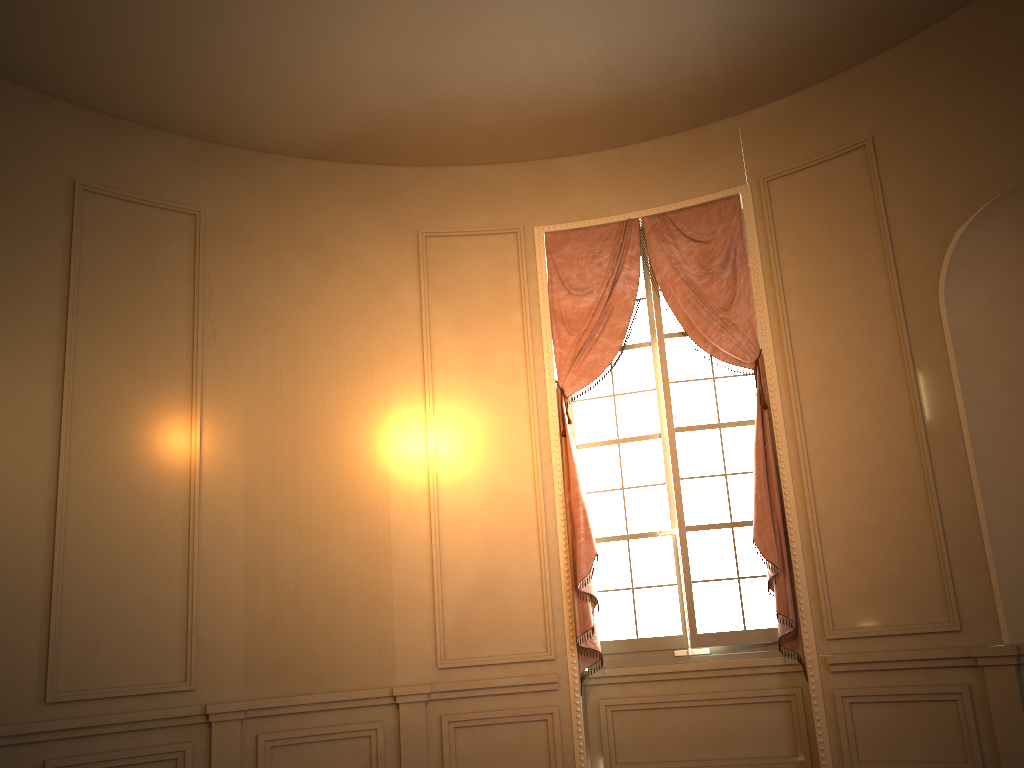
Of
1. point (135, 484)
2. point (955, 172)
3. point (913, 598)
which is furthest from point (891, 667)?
point (135, 484)

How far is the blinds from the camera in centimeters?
511cm

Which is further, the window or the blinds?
the window

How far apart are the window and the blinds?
0.1m

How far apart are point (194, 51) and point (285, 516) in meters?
2.6 m

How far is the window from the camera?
5.29m

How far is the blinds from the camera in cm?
511

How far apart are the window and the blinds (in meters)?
0.09

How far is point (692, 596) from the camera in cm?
529
